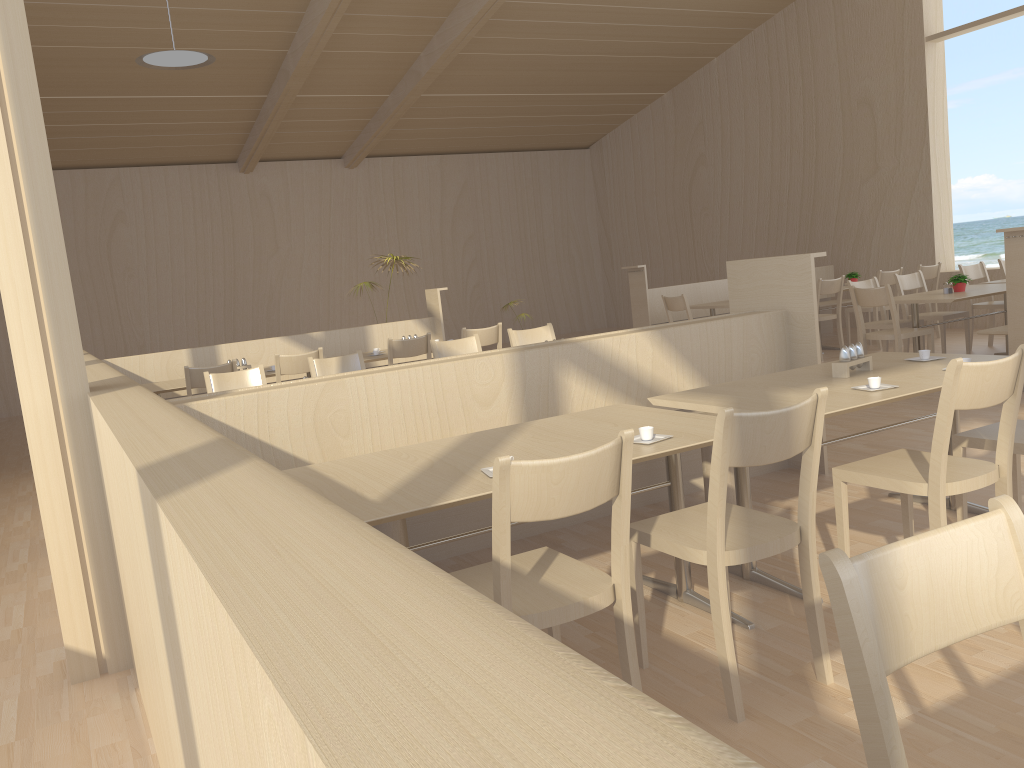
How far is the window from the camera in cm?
892

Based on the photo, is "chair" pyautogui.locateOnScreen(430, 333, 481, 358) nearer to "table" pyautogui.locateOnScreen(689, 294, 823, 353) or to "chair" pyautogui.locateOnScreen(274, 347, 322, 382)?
"chair" pyautogui.locateOnScreen(274, 347, 322, 382)

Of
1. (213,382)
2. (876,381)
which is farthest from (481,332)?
(876,381)

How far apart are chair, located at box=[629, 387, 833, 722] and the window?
8.70m

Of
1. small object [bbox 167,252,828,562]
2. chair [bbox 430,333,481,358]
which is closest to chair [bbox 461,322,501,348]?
chair [bbox 430,333,481,358]

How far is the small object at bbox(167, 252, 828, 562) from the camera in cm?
332

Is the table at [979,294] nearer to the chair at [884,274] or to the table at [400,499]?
the chair at [884,274]

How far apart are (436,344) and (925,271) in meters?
5.9

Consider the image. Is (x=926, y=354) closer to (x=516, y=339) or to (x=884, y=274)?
(x=516, y=339)

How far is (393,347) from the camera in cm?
645
